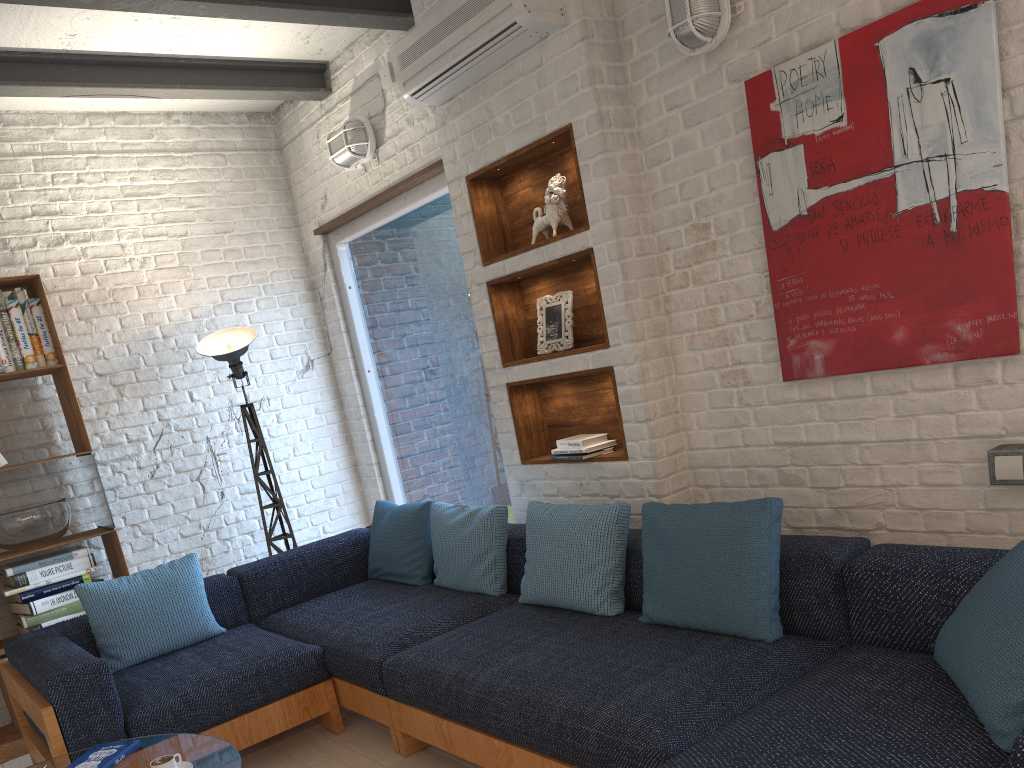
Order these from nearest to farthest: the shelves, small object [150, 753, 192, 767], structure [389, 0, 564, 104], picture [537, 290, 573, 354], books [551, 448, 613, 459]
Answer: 1. small object [150, 753, 192, 767]
2. structure [389, 0, 564, 104]
3. the shelves
4. books [551, 448, 613, 459]
5. picture [537, 290, 573, 354]

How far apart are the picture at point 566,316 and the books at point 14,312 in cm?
249

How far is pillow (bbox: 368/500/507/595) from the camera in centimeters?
362cm

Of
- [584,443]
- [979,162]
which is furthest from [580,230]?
[979,162]

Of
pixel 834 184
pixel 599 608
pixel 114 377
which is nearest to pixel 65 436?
pixel 114 377

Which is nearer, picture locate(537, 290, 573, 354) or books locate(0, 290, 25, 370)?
picture locate(537, 290, 573, 354)

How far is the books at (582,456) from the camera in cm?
358

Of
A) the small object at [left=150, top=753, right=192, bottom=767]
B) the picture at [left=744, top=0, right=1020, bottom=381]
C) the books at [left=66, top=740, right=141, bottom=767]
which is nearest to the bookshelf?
the books at [left=66, top=740, right=141, bottom=767]

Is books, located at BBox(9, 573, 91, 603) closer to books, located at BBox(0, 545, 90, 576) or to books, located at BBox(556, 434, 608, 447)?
books, located at BBox(0, 545, 90, 576)

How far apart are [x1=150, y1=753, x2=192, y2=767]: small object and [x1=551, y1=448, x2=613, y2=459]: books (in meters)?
1.83
